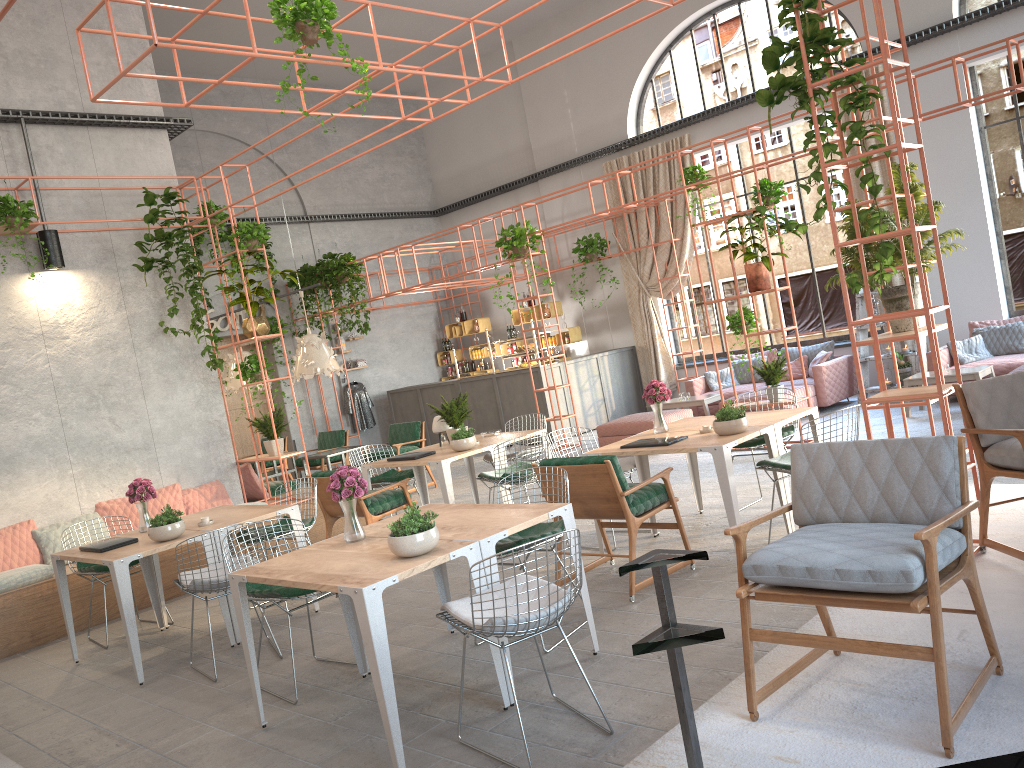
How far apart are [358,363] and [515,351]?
3.9 meters

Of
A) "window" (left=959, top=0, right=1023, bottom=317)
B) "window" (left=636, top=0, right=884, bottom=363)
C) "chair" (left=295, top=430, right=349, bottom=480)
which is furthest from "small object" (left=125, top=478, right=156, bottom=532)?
"window" (left=959, top=0, right=1023, bottom=317)

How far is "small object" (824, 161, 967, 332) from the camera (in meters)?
5.67

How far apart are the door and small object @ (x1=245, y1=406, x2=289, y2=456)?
6.78m

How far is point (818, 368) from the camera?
11.9m

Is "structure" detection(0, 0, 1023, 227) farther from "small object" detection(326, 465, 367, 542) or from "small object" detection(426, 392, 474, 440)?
"small object" detection(326, 465, 367, 542)

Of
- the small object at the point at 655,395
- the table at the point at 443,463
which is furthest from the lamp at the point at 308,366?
the small object at the point at 655,395

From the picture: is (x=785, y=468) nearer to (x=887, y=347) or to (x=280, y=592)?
(x=280, y=592)

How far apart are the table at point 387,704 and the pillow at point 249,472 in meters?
5.1

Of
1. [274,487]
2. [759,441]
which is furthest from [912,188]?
[274,487]
